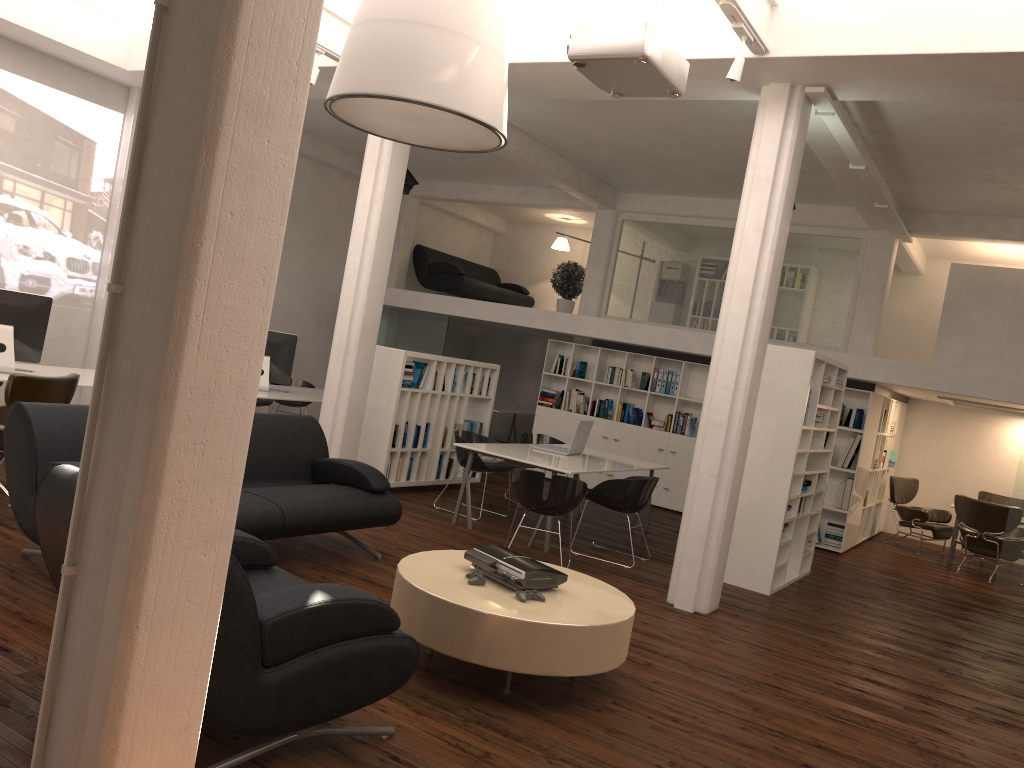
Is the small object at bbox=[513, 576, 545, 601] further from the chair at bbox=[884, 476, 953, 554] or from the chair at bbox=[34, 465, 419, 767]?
the chair at bbox=[884, 476, 953, 554]

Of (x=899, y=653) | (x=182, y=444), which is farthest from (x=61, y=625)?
(x=899, y=653)

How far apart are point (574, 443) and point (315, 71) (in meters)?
5.40

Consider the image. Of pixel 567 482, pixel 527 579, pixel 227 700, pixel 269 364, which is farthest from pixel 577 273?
pixel 227 700

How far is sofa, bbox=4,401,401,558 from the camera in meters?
6.3 m

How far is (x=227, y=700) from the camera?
3.8m

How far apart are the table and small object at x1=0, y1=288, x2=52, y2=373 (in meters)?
5.82

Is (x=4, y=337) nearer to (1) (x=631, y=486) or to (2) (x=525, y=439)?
(2) (x=525, y=439)

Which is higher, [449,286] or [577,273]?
[577,273]

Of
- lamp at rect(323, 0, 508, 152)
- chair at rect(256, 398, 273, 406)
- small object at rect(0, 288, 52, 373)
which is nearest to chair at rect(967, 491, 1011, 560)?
chair at rect(256, 398, 273, 406)
